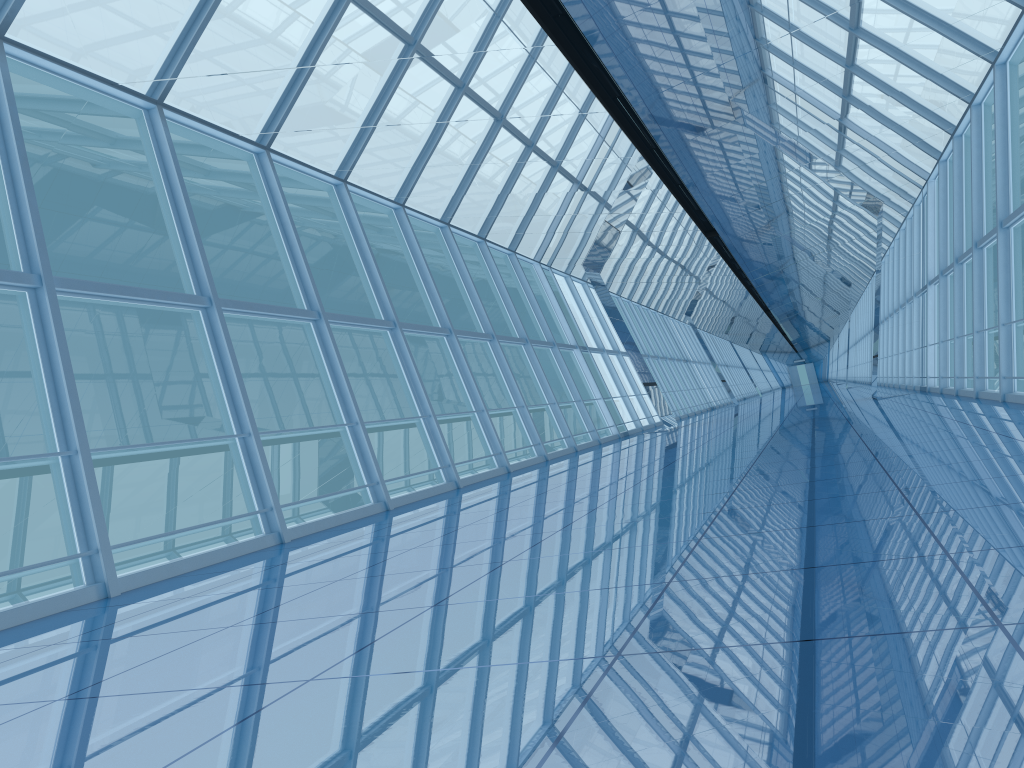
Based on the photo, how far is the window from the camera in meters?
8.1 m

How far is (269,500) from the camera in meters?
8.1 m

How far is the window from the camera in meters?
8.1 m
